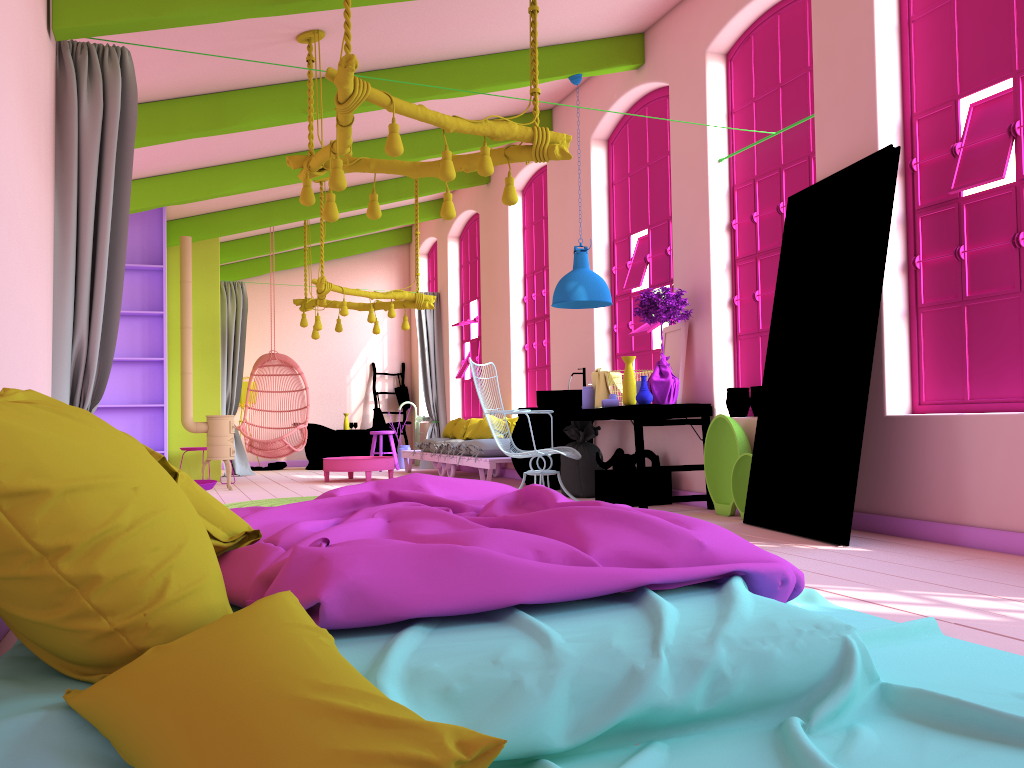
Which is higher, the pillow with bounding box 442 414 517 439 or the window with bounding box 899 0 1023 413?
the window with bounding box 899 0 1023 413

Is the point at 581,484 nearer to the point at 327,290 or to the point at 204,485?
the point at 327,290

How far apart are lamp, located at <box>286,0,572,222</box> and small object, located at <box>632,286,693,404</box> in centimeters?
178cm

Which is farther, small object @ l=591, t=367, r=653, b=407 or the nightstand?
small object @ l=591, t=367, r=653, b=407

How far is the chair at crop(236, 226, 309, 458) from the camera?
10.65m

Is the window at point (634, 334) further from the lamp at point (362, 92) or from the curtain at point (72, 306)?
the curtain at point (72, 306)

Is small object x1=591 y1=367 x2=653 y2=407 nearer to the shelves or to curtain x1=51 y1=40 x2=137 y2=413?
curtain x1=51 y1=40 x2=137 y2=413

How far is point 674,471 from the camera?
6.7m

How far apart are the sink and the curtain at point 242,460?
5.8m

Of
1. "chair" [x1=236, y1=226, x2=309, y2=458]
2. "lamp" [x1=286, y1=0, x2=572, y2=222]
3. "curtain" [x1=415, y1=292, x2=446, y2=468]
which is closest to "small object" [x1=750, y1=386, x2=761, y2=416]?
"lamp" [x1=286, y1=0, x2=572, y2=222]
